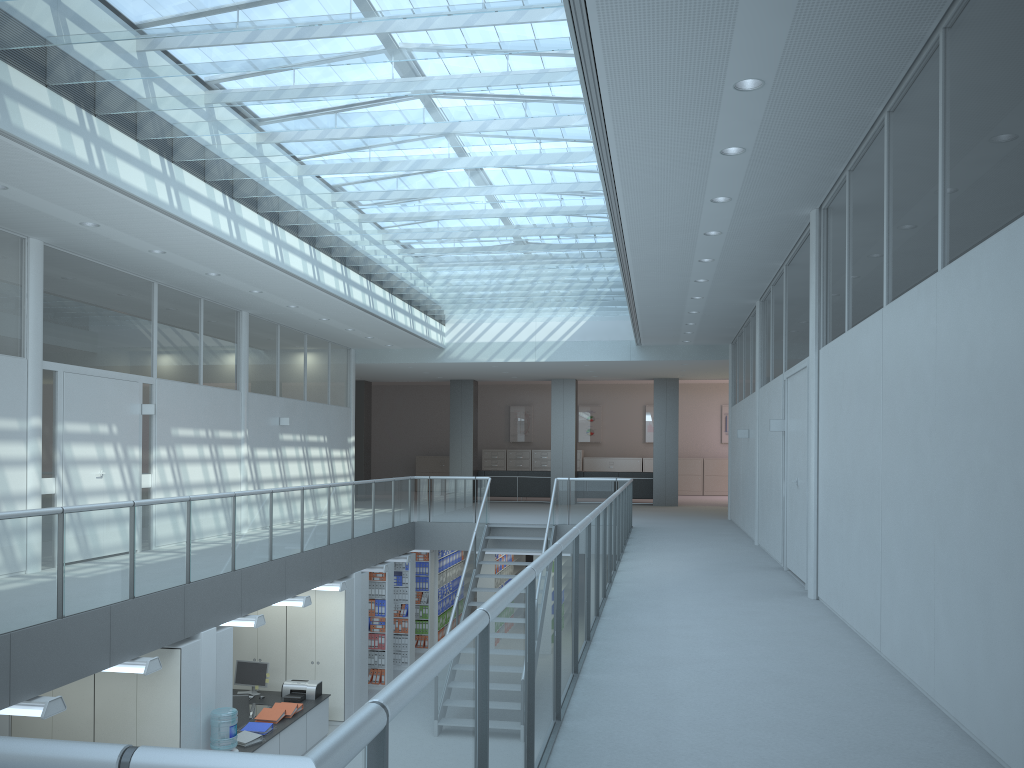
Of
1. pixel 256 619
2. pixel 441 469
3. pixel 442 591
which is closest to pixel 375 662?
pixel 442 591

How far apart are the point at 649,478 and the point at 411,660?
7.89m

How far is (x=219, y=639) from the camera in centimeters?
777cm

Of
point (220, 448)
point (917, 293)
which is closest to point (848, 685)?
point (917, 293)

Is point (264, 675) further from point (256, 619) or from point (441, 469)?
point (441, 469)

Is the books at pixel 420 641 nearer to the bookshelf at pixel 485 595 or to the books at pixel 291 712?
the bookshelf at pixel 485 595

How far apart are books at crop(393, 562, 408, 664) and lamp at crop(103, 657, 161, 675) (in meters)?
7.26

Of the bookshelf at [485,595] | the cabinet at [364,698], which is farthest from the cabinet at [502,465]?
the cabinet at [364,698]

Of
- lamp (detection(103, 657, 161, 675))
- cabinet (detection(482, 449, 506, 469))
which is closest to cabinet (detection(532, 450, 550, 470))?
cabinet (detection(482, 449, 506, 469))

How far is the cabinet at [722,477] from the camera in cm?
2421
